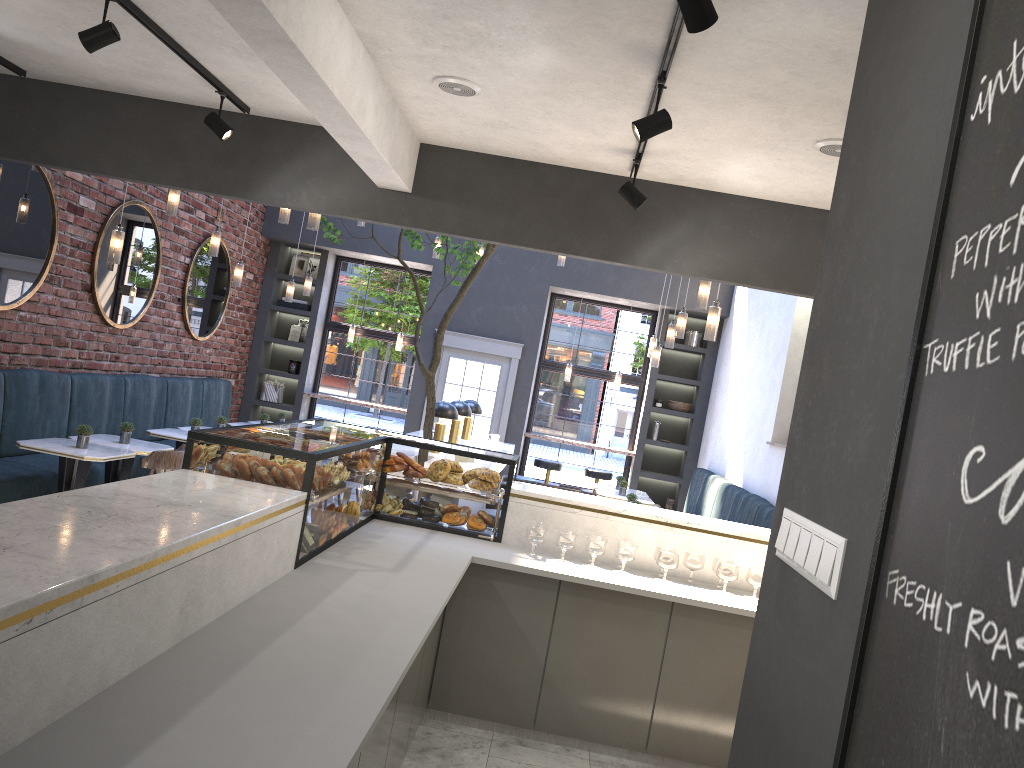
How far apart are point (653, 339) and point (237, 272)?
4.5 meters

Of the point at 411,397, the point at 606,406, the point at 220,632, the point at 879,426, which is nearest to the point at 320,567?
the point at 220,632

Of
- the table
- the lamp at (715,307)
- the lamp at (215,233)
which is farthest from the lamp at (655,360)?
the lamp at (215,233)

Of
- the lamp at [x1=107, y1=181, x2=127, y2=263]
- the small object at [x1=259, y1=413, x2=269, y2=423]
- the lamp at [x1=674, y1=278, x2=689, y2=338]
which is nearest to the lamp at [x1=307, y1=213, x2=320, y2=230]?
the lamp at [x1=107, y1=181, x2=127, y2=263]

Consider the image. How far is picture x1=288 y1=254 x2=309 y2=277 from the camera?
12.0 meters

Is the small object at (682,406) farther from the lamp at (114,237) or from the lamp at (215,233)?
the lamp at (114,237)

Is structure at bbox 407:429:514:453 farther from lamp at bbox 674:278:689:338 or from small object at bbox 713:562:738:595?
small object at bbox 713:562:738:595

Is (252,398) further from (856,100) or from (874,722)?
(874,722)

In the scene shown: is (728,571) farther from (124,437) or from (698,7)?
(124,437)

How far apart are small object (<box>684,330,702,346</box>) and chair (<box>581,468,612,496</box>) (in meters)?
2.02
